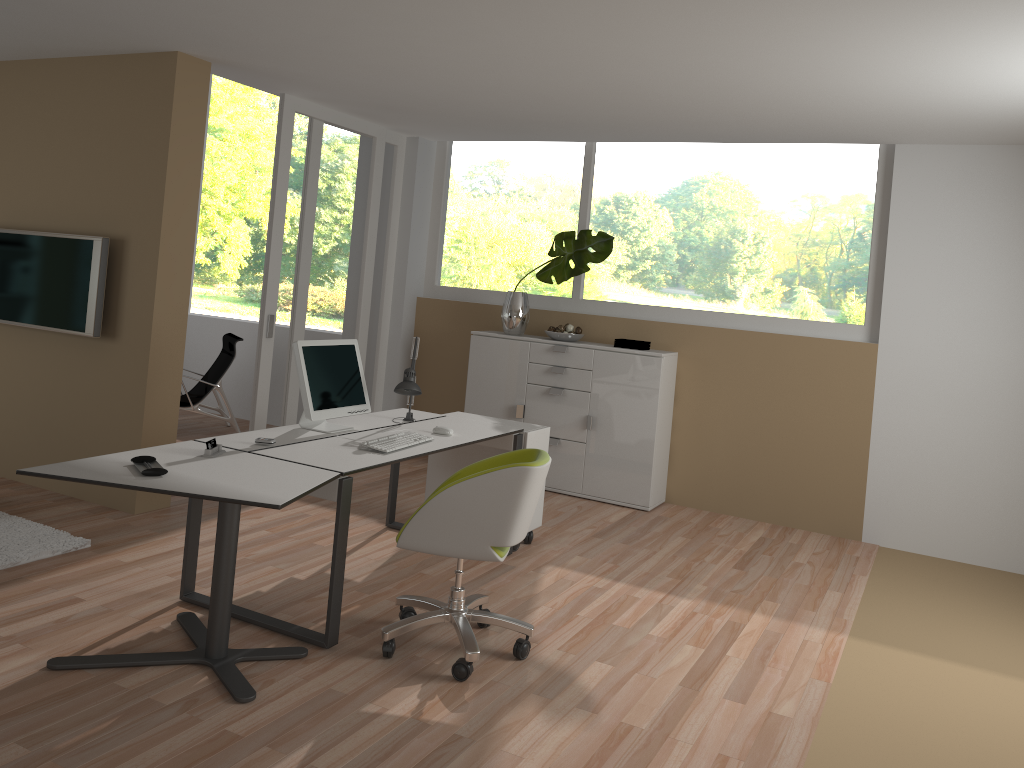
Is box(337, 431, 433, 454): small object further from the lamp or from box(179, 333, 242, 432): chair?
box(179, 333, 242, 432): chair

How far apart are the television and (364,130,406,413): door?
2.42m

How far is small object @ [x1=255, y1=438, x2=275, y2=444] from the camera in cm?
383

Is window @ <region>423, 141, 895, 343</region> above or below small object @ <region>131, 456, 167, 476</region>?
above

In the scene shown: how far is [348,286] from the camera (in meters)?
6.69

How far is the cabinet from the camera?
6.18m

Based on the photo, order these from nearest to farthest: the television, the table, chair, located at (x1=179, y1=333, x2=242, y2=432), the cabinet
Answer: the table
the television
the cabinet
chair, located at (x1=179, y1=333, x2=242, y2=432)

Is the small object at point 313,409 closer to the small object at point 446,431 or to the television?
the small object at point 446,431

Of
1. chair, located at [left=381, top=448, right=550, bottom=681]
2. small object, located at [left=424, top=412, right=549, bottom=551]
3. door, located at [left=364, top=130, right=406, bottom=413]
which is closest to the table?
chair, located at [left=381, top=448, right=550, bottom=681]

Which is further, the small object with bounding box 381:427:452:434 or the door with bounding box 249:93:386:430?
the door with bounding box 249:93:386:430
